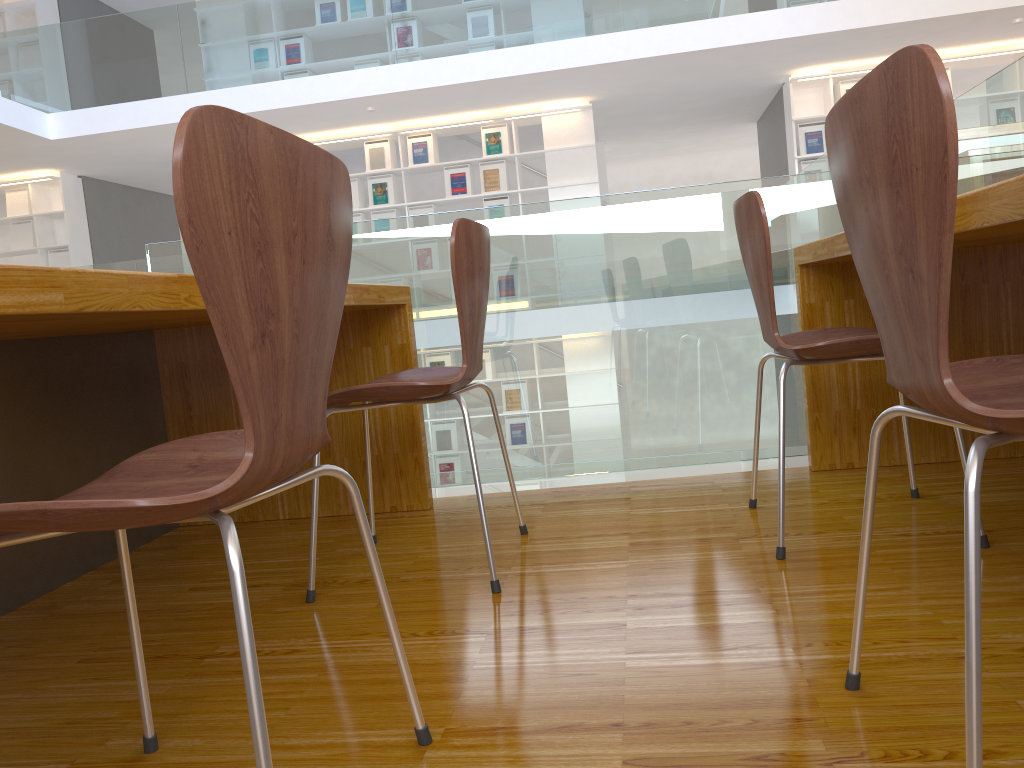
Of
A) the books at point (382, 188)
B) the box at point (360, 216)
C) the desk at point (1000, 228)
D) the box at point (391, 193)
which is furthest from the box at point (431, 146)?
the desk at point (1000, 228)

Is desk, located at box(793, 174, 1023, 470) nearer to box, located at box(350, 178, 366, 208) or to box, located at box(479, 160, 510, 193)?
box, located at box(479, 160, 510, 193)

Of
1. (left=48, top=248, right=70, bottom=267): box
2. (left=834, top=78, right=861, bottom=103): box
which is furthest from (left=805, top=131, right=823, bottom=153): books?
Answer: (left=48, top=248, right=70, bottom=267): box

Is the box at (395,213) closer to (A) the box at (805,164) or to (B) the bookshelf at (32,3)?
(A) the box at (805,164)

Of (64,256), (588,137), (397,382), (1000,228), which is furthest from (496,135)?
(1000,228)

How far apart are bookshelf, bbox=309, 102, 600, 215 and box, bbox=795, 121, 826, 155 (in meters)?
1.82

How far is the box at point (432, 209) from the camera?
8.38m

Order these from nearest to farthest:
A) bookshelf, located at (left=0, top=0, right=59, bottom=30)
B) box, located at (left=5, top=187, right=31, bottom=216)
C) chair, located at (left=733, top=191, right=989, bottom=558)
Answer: chair, located at (left=733, top=191, right=989, bottom=558)
bookshelf, located at (left=0, top=0, right=59, bottom=30)
box, located at (left=5, top=187, right=31, bottom=216)

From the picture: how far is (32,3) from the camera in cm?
872

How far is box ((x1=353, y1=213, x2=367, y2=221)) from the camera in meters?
8.5
